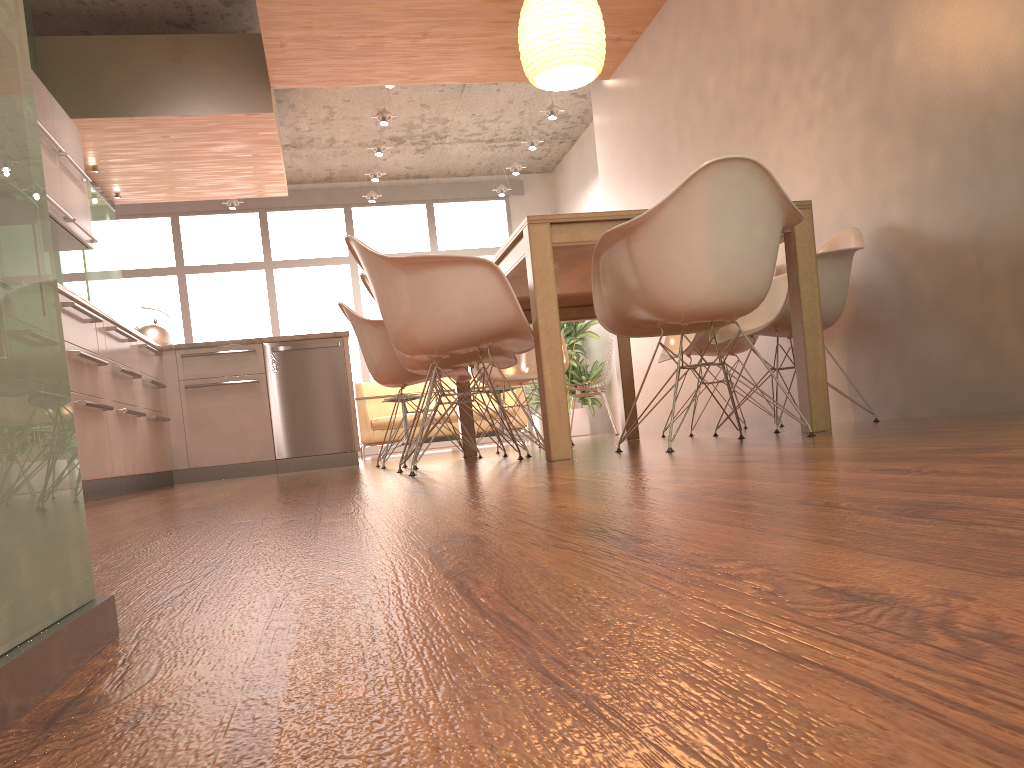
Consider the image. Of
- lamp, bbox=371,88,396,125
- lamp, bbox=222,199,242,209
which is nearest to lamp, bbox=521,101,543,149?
lamp, bbox=371,88,396,125

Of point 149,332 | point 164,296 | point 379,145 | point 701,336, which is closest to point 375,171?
point 379,145

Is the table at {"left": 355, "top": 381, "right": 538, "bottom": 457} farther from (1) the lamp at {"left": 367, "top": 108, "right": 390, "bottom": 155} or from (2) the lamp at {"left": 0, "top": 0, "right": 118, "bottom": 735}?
(2) the lamp at {"left": 0, "top": 0, "right": 118, "bottom": 735}

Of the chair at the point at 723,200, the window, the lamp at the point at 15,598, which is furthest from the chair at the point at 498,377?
the window

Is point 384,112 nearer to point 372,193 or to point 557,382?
point 372,193

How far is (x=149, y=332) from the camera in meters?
5.9 m

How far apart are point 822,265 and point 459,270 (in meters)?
1.61

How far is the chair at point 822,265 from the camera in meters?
3.6

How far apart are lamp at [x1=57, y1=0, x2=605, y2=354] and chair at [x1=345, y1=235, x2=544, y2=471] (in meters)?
1.29

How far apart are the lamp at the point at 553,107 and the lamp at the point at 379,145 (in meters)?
1.74
